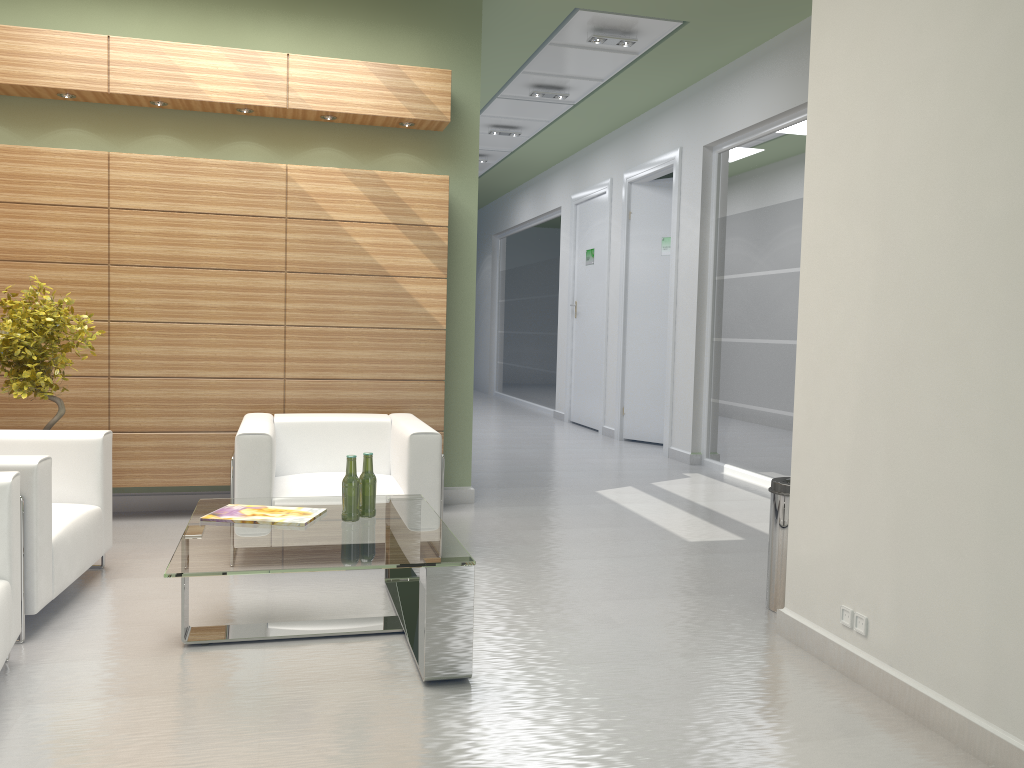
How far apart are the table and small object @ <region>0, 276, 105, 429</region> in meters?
2.2

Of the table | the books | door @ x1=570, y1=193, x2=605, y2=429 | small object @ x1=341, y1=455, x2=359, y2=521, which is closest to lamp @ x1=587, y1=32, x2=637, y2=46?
door @ x1=570, y1=193, x2=605, y2=429

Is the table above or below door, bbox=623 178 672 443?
below

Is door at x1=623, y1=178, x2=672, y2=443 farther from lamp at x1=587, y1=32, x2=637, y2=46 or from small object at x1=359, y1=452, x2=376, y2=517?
small object at x1=359, y1=452, x2=376, y2=517

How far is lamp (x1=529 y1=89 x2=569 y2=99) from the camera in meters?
15.3

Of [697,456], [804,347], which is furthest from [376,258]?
[697,456]

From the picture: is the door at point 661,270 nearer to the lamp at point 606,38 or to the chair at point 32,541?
the lamp at point 606,38

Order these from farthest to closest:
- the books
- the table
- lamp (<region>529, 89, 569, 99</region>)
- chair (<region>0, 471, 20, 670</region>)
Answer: lamp (<region>529, 89, 569, 99</region>), the books, the table, chair (<region>0, 471, 20, 670</region>)

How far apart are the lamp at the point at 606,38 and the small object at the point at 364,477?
8.1 meters

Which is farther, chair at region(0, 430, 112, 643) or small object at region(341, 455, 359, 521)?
small object at region(341, 455, 359, 521)
